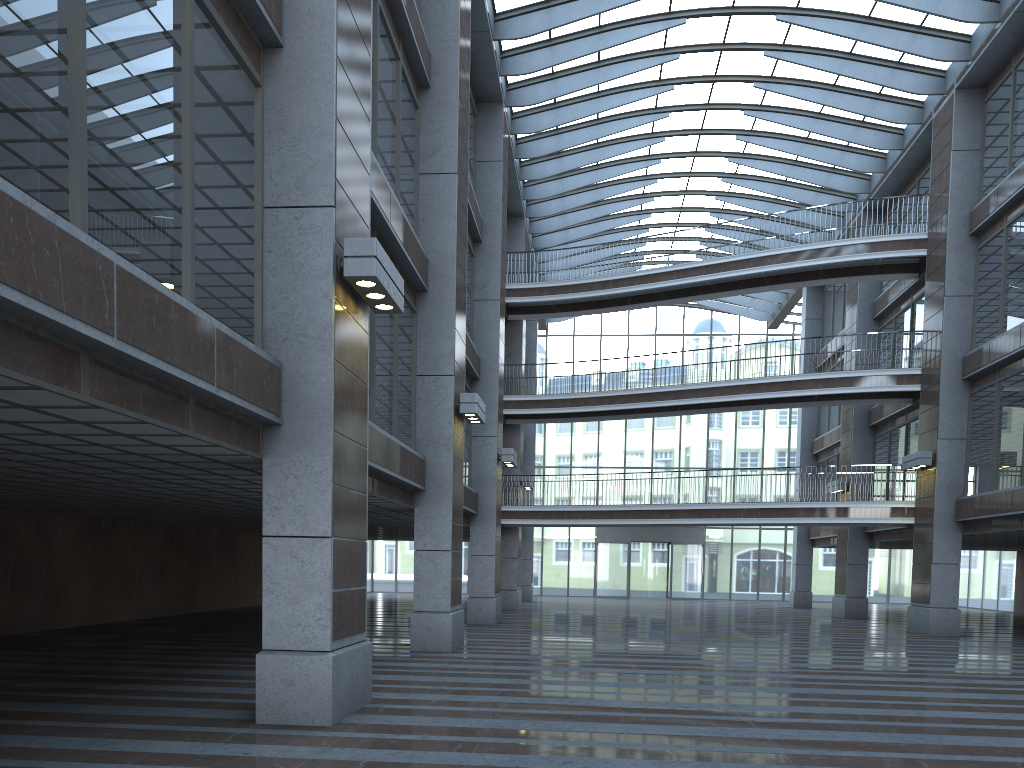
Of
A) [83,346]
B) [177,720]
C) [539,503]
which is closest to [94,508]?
[177,720]

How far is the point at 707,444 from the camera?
45.6 meters

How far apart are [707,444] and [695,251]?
10.90m
